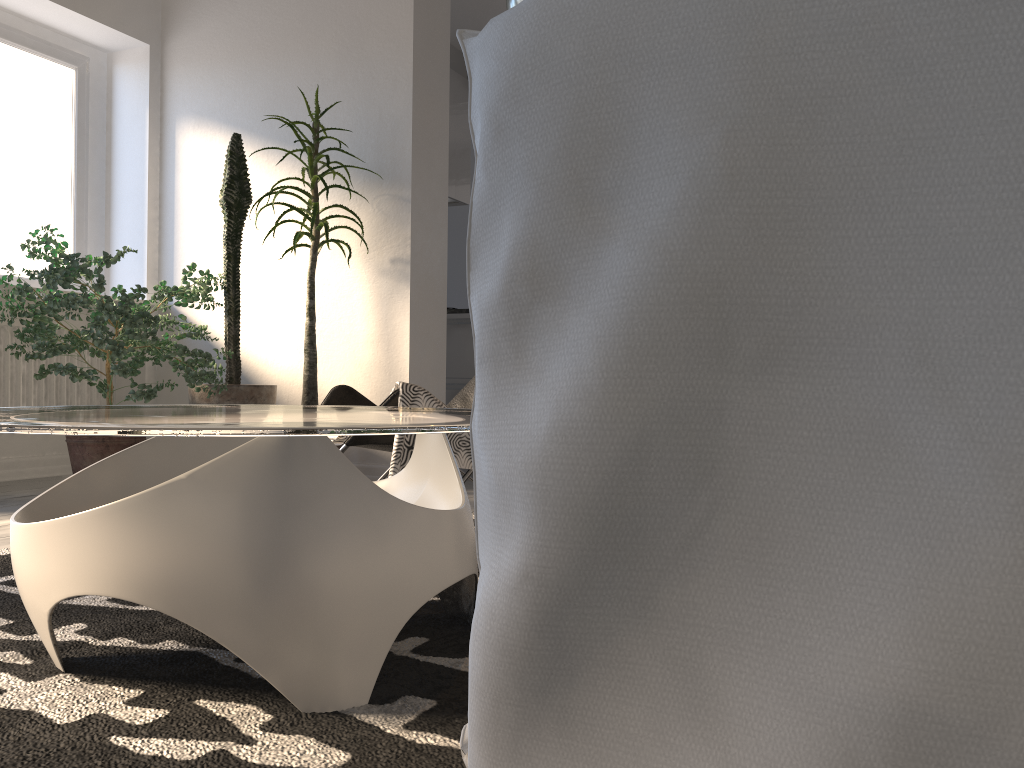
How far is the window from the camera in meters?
4.5 m

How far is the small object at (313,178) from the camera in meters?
4.0

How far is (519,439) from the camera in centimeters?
30cm

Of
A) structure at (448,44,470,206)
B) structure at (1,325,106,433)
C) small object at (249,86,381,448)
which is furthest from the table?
structure at (448,44,470,206)

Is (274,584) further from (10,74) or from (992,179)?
(10,74)

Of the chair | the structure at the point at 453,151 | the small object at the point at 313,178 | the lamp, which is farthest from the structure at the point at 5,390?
the lamp

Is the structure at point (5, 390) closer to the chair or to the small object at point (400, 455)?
the chair

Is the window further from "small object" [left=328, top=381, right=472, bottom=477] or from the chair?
"small object" [left=328, top=381, right=472, bottom=477]

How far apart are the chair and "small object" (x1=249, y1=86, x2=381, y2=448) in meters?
1.1

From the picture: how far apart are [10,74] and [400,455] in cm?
366
